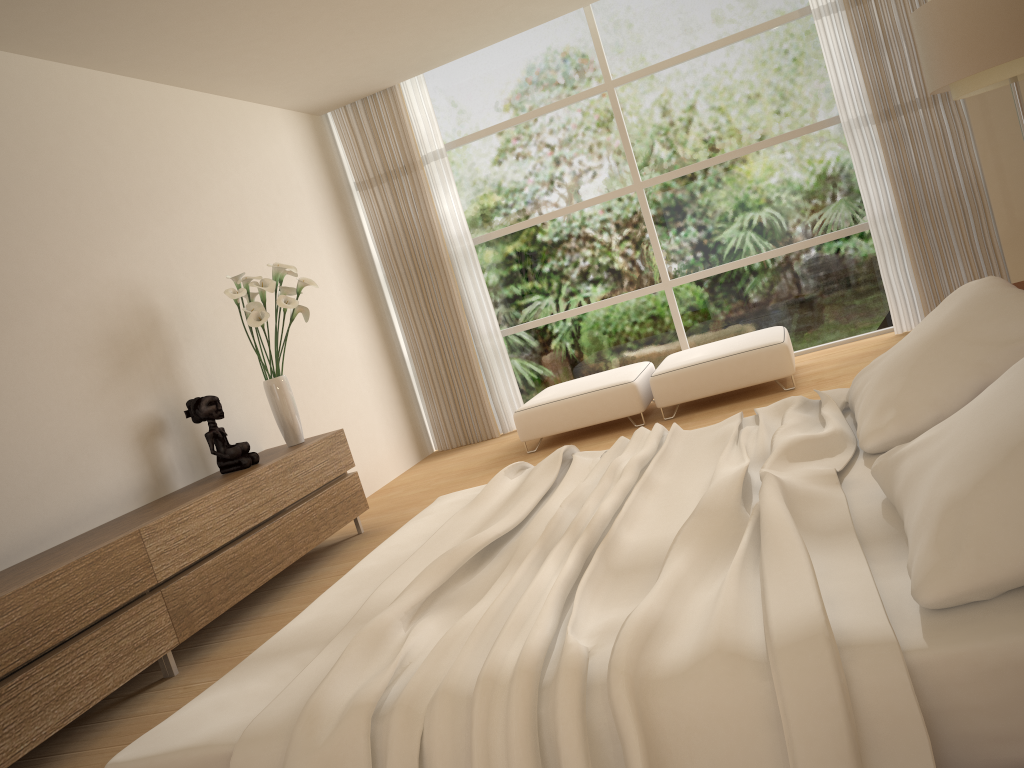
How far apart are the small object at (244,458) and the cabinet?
0.05m

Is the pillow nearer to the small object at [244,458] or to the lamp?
the lamp

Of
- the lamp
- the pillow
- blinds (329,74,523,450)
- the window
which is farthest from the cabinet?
the lamp

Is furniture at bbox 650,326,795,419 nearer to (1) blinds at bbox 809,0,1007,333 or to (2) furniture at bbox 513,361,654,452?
(2) furniture at bbox 513,361,654,452

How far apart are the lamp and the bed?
2.38m

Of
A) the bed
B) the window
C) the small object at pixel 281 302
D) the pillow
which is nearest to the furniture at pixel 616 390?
the window

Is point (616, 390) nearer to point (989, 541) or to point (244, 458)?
point (244, 458)

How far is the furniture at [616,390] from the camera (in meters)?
6.19

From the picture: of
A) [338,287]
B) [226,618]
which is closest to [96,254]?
[226,618]

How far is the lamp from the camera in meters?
4.2
